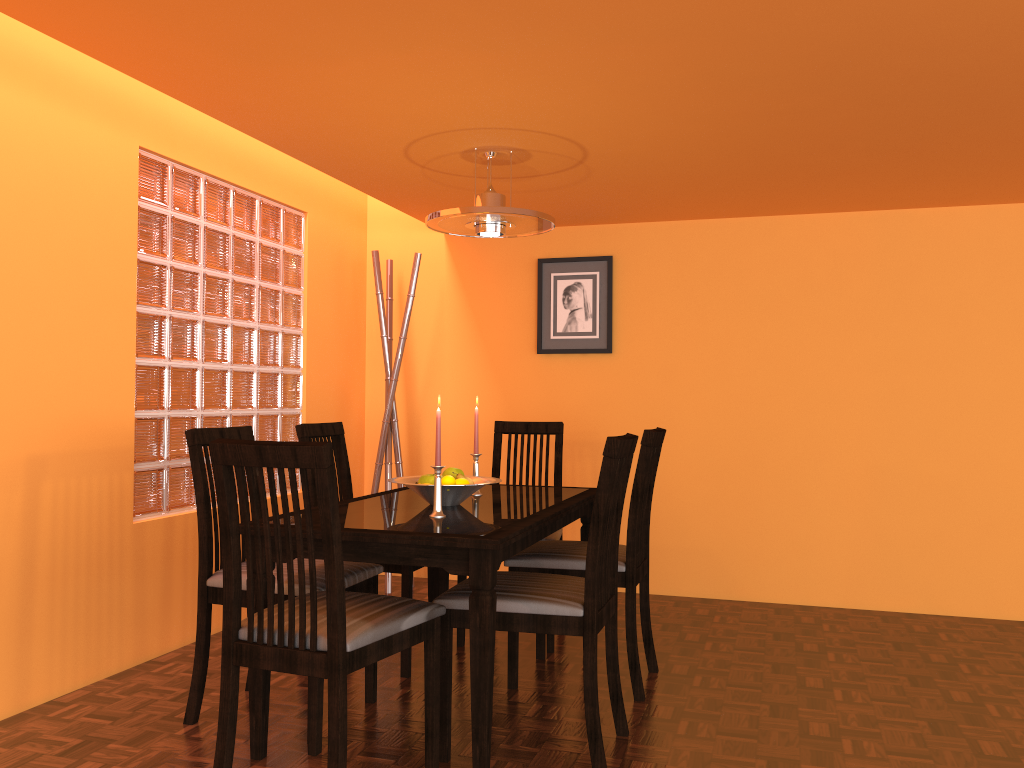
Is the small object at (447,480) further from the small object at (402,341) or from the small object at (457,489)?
the small object at (402,341)

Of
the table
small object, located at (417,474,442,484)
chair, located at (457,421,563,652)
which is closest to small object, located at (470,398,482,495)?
the table

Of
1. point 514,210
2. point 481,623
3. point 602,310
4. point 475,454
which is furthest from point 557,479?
point 481,623

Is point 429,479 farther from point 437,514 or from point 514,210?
point 514,210

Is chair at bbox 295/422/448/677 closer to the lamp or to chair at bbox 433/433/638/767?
chair at bbox 433/433/638/767

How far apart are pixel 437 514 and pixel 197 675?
0.8m

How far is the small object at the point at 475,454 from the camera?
2.9m

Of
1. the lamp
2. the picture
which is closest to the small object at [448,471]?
the lamp

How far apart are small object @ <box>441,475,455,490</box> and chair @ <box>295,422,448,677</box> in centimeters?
47cm

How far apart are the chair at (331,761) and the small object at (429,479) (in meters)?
0.52
